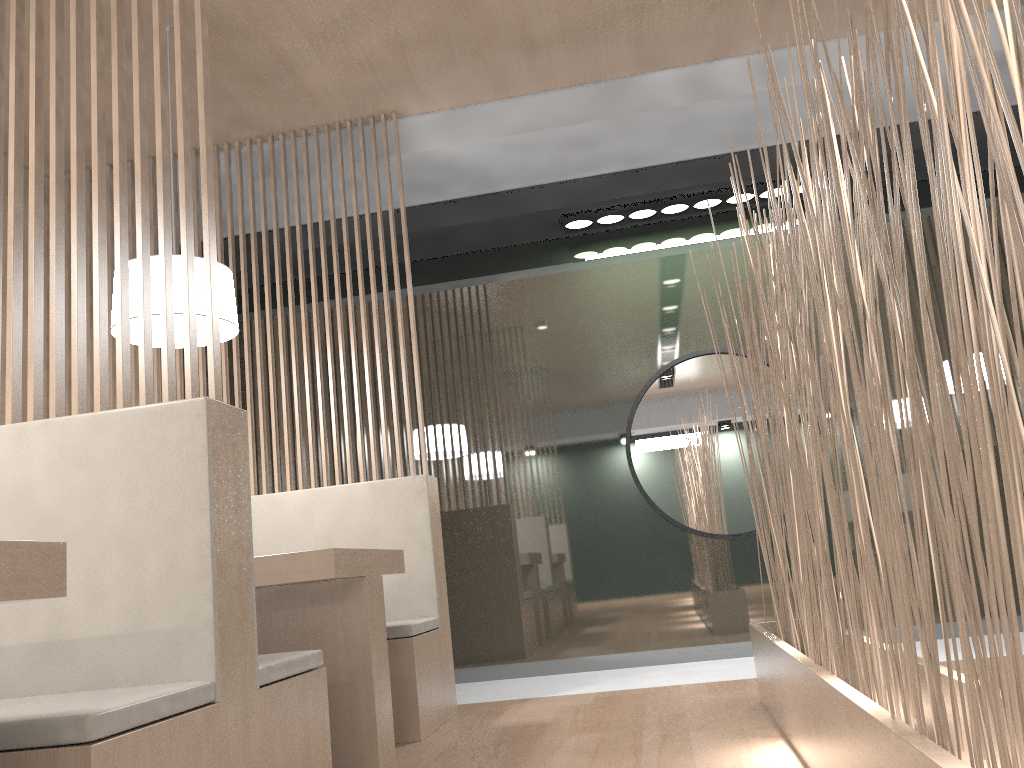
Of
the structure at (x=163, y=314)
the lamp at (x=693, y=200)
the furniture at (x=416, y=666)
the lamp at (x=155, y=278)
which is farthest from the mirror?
the structure at (x=163, y=314)

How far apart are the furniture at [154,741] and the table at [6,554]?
0.12m

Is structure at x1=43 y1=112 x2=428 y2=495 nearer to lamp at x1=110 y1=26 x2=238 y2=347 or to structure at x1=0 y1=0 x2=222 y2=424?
lamp at x1=110 y1=26 x2=238 y2=347

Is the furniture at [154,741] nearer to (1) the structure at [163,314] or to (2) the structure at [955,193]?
(1) the structure at [163,314]

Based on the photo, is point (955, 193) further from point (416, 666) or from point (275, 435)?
point (275, 435)

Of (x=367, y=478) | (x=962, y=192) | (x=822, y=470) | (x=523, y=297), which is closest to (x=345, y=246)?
(x=523, y=297)

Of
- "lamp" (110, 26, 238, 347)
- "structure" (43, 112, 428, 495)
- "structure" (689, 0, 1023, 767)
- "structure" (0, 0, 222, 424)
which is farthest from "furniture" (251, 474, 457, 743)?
"structure" (0, 0, 222, 424)

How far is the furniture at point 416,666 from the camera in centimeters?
188cm

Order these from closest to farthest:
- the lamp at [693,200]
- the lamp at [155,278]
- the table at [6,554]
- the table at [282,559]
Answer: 1. the table at [6,554]
2. the table at [282,559]
3. the lamp at [155,278]
4. the lamp at [693,200]

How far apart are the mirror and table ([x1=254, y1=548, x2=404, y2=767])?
1.1m
